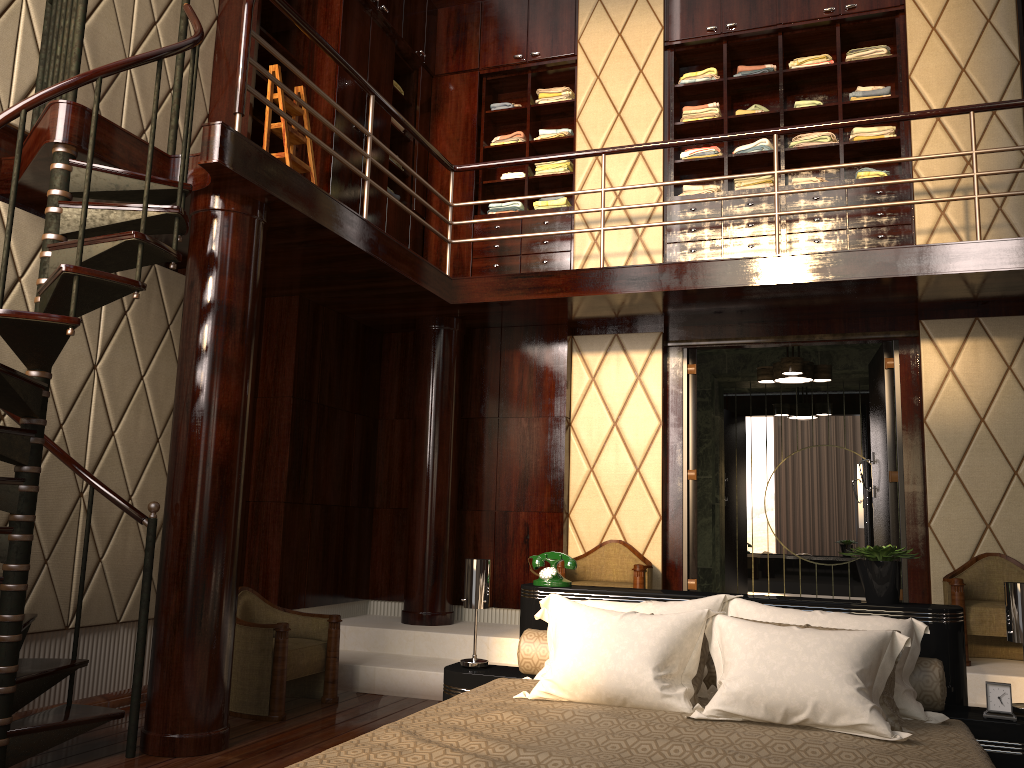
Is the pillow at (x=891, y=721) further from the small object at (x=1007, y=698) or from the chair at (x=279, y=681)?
the chair at (x=279, y=681)

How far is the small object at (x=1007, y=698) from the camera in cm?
262

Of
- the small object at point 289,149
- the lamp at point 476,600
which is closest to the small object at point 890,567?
the lamp at point 476,600

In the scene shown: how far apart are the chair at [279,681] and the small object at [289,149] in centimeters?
222cm

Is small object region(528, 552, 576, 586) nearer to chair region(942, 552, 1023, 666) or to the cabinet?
chair region(942, 552, 1023, 666)

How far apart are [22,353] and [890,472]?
4.5 meters

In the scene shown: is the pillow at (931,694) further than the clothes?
No

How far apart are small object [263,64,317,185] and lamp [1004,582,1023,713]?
3.8 meters

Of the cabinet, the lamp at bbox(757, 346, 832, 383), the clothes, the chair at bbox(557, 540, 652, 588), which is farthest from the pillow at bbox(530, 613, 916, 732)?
the clothes

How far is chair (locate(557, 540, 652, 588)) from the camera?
5.0m
